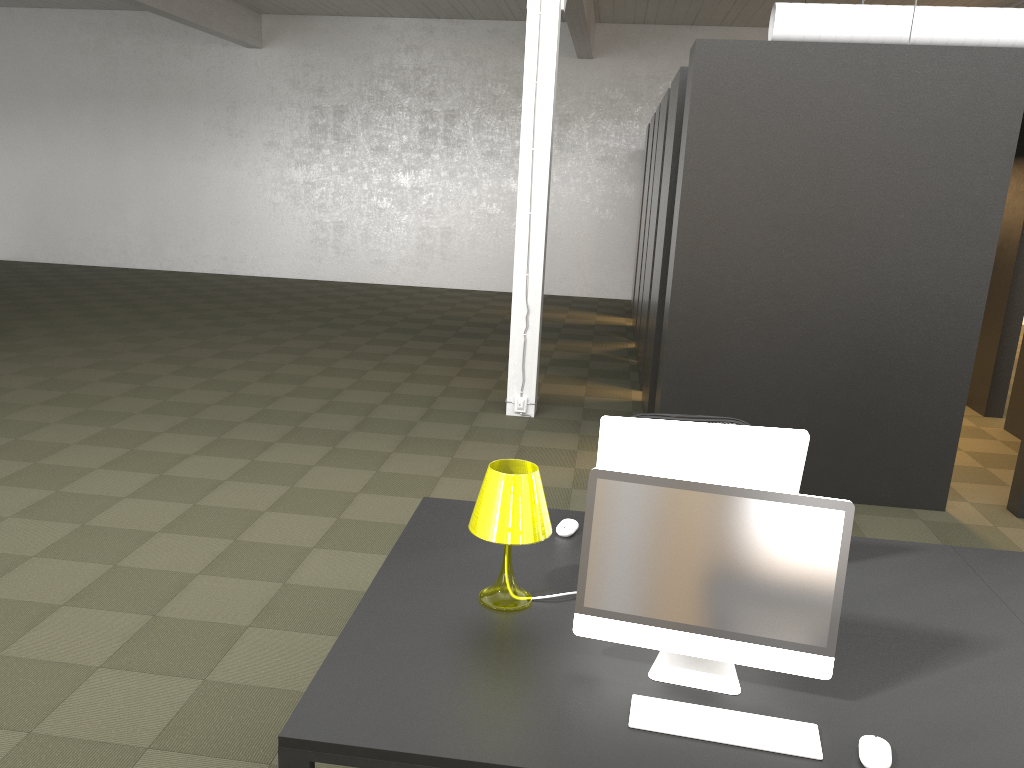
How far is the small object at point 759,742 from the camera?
2.0 meters

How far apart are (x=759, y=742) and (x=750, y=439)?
1.01m

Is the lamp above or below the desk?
above

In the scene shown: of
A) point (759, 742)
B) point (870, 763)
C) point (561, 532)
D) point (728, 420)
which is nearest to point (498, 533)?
point (561, 532)

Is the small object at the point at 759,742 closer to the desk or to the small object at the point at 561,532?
the desk

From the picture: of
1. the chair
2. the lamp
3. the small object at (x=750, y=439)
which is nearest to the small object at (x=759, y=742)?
the lamp

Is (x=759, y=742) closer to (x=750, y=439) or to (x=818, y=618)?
(x=818, y=618)

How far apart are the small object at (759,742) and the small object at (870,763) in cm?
9

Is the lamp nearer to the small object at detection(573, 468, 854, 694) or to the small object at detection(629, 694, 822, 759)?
Result: the small object at detection(573, 468, 854, 694)

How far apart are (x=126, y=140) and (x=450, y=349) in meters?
9.6 m
